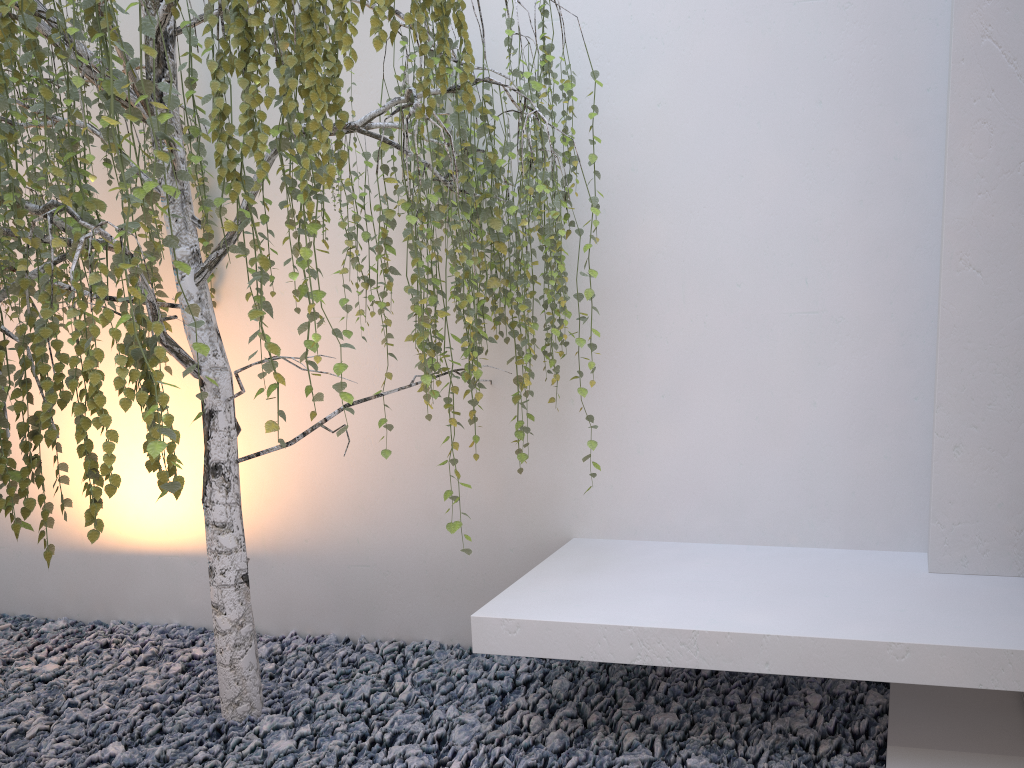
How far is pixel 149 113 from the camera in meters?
1.6

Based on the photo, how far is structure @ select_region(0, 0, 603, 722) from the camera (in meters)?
1.63

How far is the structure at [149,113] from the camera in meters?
1.6 m
